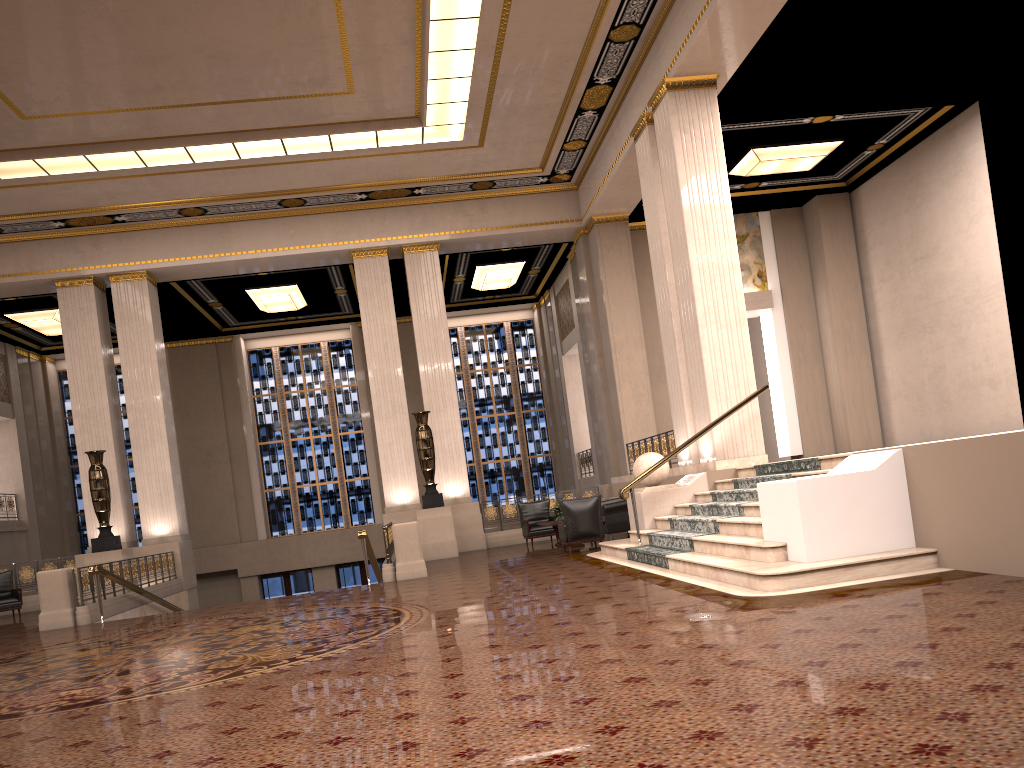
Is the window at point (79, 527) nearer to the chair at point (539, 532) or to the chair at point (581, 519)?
the chair at point (539, 532)

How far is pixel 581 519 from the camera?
13.1 meters

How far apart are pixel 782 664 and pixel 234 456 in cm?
2175

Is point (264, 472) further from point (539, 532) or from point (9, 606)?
point (539, 532)

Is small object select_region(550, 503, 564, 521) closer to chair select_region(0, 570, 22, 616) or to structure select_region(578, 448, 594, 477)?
structure select_region(578, 448, 594, 477)

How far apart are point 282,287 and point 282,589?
8.4 meters

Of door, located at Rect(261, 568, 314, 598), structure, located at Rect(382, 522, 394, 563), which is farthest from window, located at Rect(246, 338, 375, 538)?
structure, located at Rect(382, 522, 394, 563)

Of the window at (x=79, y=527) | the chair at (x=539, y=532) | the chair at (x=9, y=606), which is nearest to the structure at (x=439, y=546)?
the chair at (x=539, y=532)

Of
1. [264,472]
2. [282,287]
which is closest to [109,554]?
[282,287]

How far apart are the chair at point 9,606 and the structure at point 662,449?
11.41m
